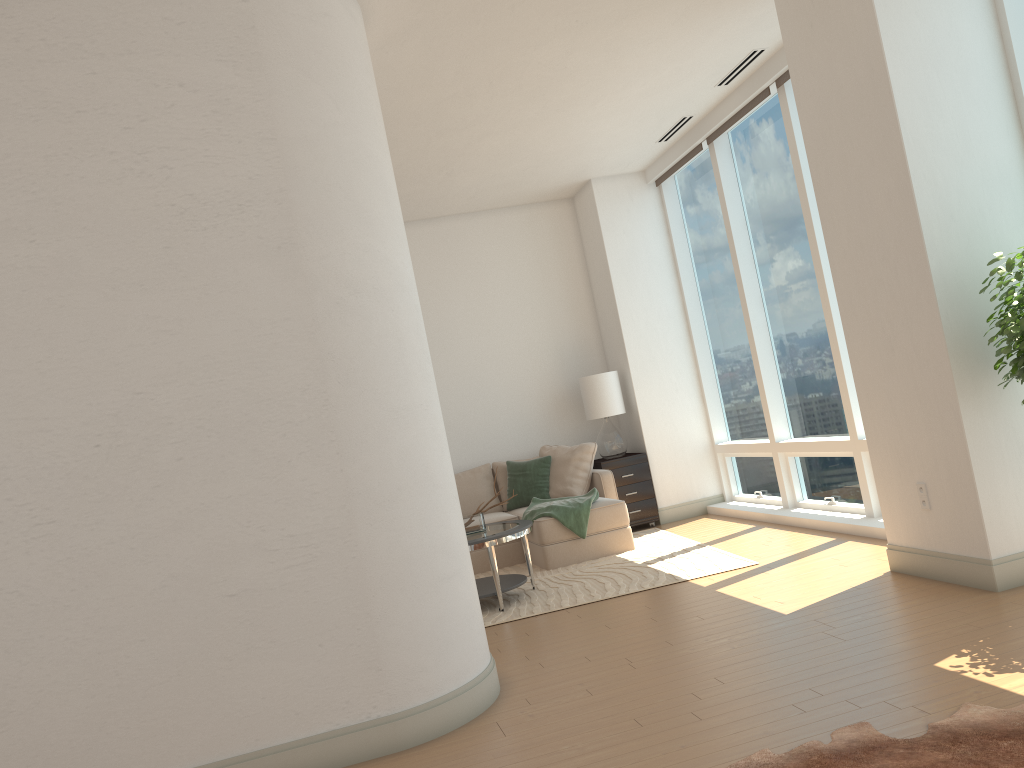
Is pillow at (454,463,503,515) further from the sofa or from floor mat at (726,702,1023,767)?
floor mat at (726,702,1023,767)

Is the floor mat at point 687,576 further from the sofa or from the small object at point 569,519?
the small object at point 569,519

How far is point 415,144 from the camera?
6.5 meters

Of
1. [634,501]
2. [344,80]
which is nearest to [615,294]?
[634,501]

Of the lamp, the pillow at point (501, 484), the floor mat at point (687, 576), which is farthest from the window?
the pillow at point (501, 484)

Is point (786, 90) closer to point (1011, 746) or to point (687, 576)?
point (687, 576)

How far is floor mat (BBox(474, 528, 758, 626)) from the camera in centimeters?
589cm

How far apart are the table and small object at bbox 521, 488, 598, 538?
0.7m

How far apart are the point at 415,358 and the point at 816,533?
3.8 meters

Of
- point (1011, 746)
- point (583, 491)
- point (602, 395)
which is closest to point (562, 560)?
point (583, 491)
